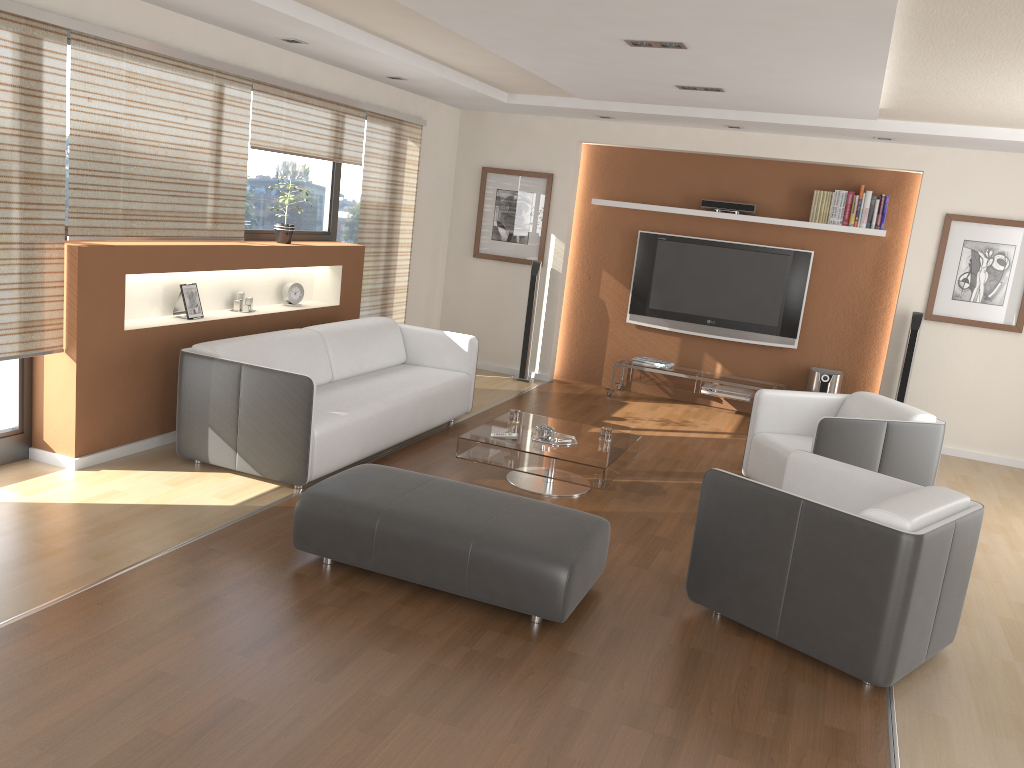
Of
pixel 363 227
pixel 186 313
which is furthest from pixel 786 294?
pixel 186 313

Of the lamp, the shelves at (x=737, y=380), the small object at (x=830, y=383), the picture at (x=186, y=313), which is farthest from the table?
the small object at (x=830, y=383)

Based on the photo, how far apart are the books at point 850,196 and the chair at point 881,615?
4.09m

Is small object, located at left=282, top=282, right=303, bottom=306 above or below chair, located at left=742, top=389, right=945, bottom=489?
above

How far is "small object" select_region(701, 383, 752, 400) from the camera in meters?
8.0 m

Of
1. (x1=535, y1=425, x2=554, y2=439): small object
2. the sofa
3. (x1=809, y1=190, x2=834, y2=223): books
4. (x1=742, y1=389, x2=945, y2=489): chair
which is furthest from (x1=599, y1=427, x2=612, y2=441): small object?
(x1=809, y1=190, x2=834, y2=223): books

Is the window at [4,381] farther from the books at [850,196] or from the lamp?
the books at [850,196]

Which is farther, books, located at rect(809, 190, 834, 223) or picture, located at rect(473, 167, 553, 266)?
picture, located at rect(473, 167, 553, 266)

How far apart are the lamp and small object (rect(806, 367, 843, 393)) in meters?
4.2 m

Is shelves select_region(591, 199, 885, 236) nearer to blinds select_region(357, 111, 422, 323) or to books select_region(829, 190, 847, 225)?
books select_region(829, 190, 847, 225)
